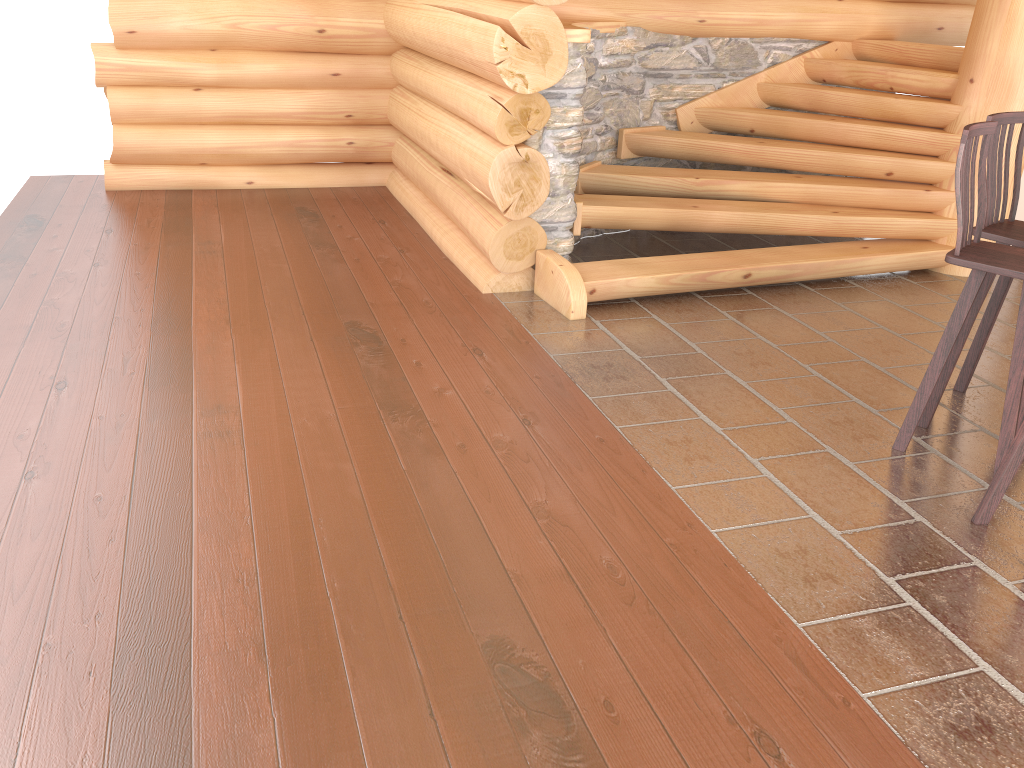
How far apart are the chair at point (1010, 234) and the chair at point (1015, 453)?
1.0 meters

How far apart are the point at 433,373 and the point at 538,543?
1.5m

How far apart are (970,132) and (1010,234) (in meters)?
0.65

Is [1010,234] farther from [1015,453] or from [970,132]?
[1015,453]

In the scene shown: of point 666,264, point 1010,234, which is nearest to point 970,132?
point 1010,234

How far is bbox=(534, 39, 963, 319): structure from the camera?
5.4 meters

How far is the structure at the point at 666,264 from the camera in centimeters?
543cm

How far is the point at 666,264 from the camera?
5.43m

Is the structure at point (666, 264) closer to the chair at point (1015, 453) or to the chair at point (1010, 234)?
the chair at point (1010, 234)

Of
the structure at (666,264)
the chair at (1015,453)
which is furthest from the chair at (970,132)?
the structure at (666,264)
